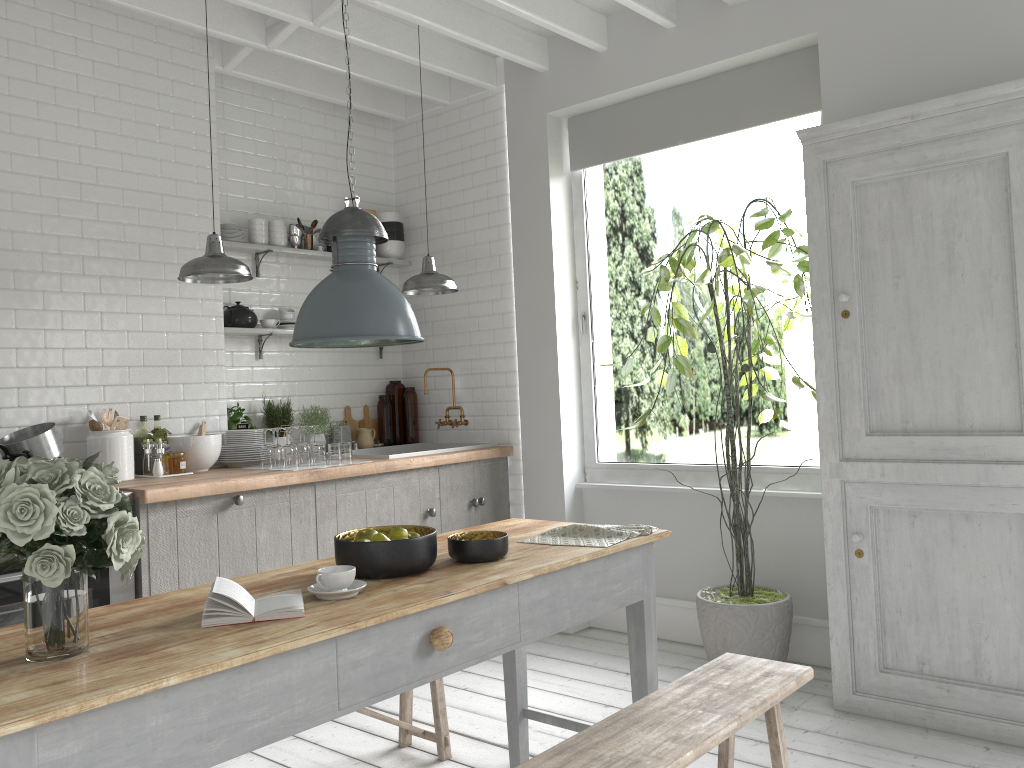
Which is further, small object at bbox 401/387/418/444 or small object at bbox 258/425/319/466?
small object at bbox 401/387/418/444

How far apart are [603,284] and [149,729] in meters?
13.4

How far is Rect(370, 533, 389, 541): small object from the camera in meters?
3.0

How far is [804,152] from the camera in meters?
4.7

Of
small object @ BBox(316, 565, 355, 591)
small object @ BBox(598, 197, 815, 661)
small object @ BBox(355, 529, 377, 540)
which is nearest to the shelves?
small object @ BBox(598, 197, 815, 661)

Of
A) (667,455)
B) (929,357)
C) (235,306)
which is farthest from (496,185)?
(667,455)

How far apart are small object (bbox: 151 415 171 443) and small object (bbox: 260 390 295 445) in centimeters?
88cm

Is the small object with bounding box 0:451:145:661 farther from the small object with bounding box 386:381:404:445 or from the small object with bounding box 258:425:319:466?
the small object with bounding box 386:381:404:445

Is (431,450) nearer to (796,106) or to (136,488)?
(136,488)

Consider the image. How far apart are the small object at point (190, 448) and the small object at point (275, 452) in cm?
27
